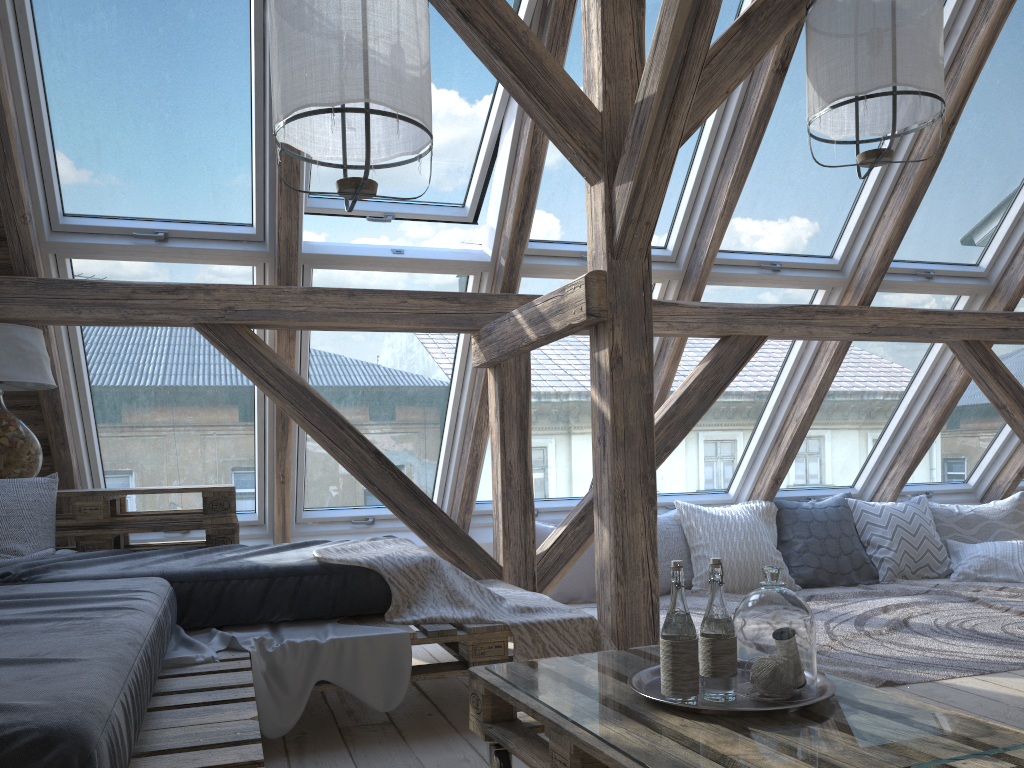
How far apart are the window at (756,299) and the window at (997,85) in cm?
25

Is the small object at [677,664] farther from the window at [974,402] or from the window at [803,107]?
the window at [974,402]

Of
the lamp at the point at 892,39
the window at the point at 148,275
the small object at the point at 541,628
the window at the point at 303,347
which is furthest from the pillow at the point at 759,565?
the lamp at the point at 892,39

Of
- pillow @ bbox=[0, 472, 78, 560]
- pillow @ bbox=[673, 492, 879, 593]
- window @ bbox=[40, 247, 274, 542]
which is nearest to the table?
pillow @ bbox=[0, 472, 78, 560]

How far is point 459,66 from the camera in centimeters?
347cm

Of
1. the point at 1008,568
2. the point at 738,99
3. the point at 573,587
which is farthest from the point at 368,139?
the point at 1008,568

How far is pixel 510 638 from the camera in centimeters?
365cm

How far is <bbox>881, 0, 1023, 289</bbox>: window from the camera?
4.1m

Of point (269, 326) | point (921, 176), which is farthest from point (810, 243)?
point (269, 326)

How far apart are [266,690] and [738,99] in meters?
2.9
